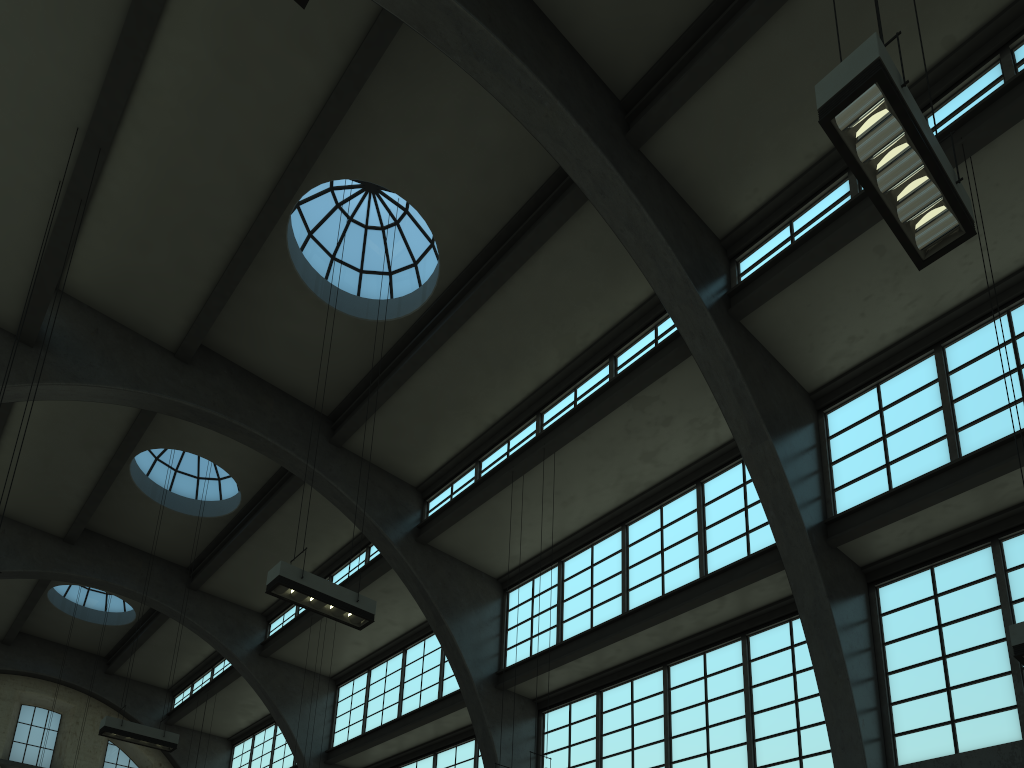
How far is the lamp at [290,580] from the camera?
10.7m

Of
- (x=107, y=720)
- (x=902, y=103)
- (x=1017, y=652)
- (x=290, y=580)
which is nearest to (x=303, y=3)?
(x=902, y=103)

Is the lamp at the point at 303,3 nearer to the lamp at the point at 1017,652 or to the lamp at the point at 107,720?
the lamp at the point at 1017,652

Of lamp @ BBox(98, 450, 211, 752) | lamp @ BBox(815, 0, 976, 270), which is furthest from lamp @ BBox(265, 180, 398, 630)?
lamp @ BBox(815, 0, 976, 270)

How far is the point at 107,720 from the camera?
15.5m

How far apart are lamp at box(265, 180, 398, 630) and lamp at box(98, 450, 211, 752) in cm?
740

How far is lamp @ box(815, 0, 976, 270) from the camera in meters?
6.0

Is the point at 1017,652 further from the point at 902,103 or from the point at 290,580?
the point at 290,580

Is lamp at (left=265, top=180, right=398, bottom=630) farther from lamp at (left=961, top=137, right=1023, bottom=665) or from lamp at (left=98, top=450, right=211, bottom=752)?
lamp at (left=961, top=137, right=1023, bottom=665)

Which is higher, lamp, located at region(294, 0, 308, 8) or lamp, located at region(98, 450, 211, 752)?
lamp, located at region(98, 450, 211, 752)
